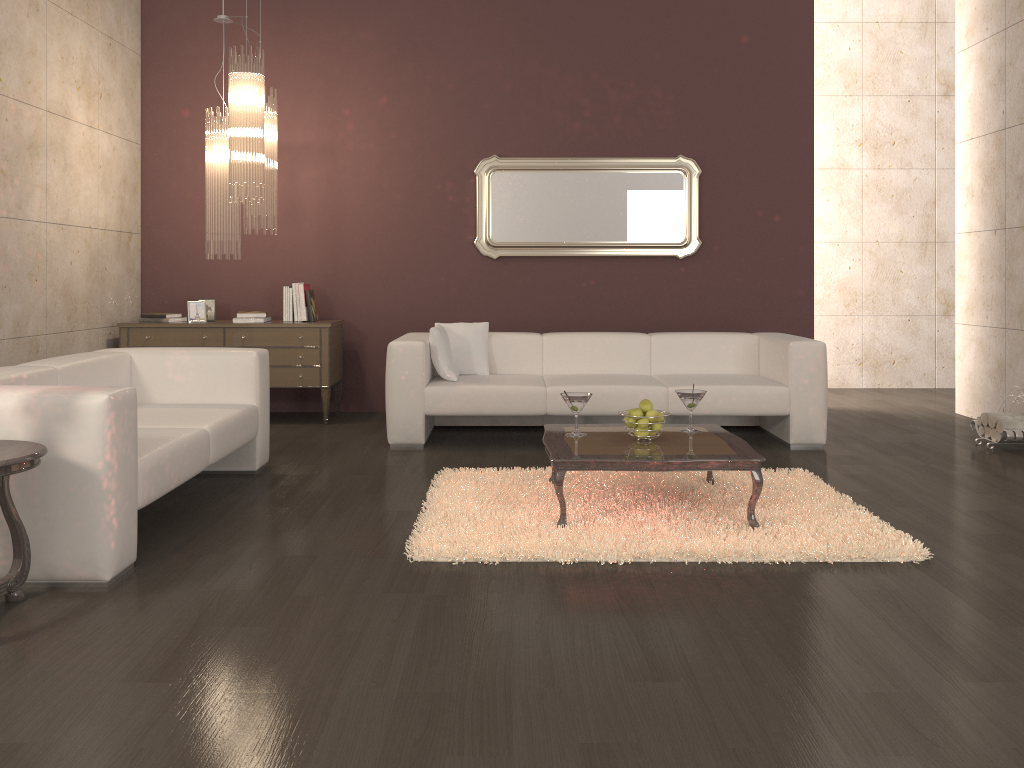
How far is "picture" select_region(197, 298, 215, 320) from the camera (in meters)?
6.58

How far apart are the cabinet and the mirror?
1.2m

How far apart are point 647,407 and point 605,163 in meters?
3.3

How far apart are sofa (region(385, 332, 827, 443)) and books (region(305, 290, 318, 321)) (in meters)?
1.06

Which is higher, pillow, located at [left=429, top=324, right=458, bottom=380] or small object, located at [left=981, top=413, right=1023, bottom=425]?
pillow, located at [left=429, top=324, right=458, bottom=380]

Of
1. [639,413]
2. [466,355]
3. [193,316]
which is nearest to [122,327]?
[193,316]

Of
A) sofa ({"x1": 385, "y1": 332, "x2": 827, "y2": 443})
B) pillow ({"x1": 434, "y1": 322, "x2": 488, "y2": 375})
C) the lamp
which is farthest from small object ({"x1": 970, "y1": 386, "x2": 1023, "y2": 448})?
the lamp

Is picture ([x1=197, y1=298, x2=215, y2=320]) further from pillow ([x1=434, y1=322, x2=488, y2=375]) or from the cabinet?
pillow ([x1=434, y1=322, x2=488, y2=375])

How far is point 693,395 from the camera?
4.2m

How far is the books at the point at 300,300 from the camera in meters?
6.5 m
